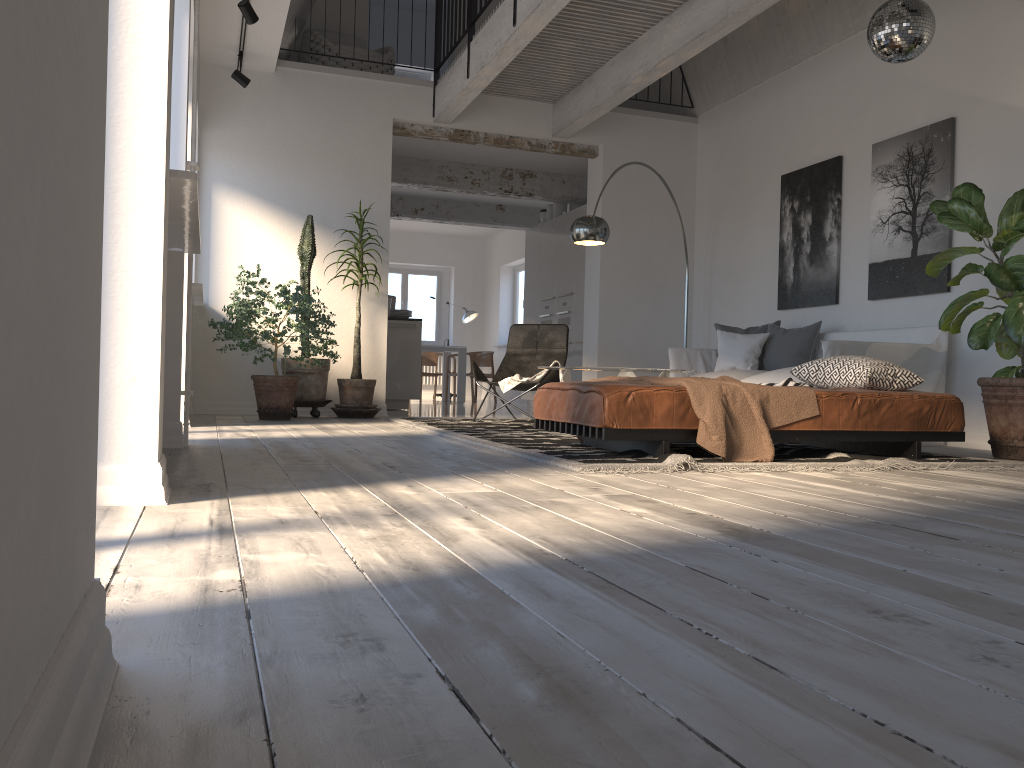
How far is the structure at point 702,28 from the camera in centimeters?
595cm

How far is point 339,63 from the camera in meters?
8.6 m

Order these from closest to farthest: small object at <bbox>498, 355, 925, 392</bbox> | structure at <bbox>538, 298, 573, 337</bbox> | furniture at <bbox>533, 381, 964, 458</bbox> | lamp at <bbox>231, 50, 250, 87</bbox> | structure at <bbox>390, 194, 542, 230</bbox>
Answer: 1. furniture at <bbox>533, 381, 964, 458</bbox>
2. small object at <bbox>498, 355, 925, 392</bbox>
3. lamp at <bbox>231, 50, 250, 87</bbox>
4. structure at <bbox>538, 298, 573, 337</bbox>
5. structure at <bbox>390, 194, 542, 230</bbox>

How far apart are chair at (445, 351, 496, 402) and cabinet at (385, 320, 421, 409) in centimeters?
386cm

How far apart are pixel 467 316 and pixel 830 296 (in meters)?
8.56

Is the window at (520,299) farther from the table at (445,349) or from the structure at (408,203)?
the structure at (408,203)

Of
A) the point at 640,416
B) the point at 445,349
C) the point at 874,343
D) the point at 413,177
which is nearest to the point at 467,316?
the point at 445,349

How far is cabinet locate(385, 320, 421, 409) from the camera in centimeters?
954cm

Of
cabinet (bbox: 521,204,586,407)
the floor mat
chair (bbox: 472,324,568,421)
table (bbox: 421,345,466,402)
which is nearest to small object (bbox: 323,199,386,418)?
the floor mat

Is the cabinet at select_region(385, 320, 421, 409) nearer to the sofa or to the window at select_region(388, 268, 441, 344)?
the sofa
